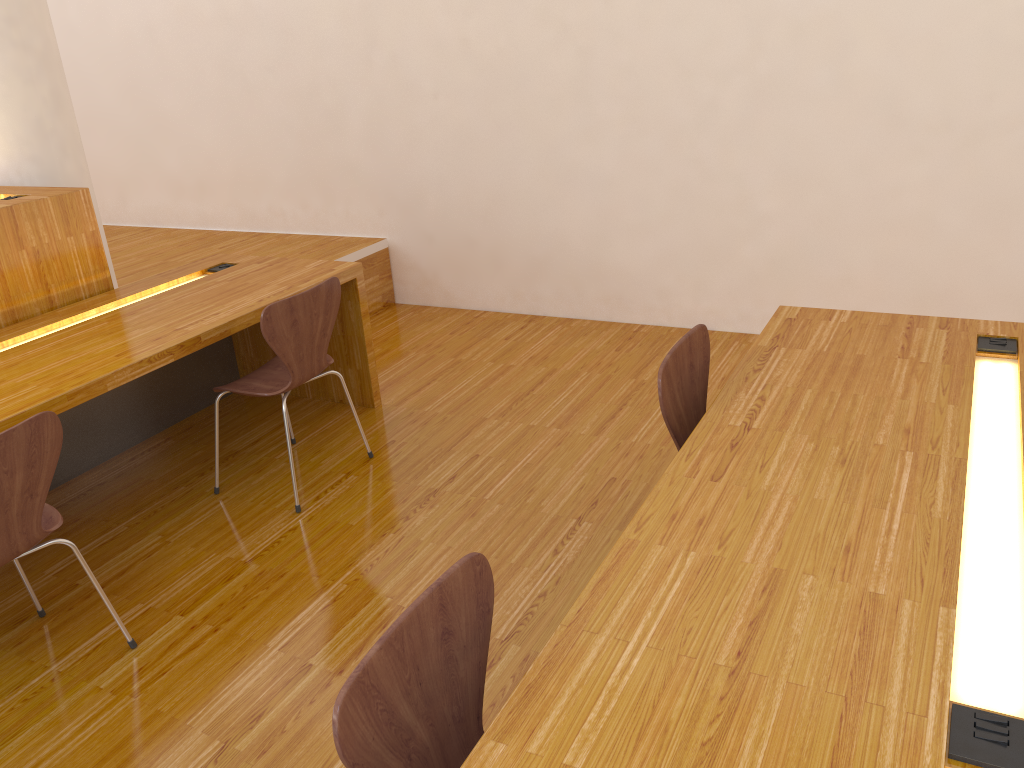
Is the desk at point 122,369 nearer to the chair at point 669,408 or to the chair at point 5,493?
the chair at point 5,493

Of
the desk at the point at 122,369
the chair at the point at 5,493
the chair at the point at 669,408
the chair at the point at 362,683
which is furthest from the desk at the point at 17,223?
the chair at the point at 362,683

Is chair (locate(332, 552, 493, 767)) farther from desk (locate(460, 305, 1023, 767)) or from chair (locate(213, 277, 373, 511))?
chair (locate(213, 277, 373, 511))

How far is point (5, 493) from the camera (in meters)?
1.95

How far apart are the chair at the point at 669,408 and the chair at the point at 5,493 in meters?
1.4

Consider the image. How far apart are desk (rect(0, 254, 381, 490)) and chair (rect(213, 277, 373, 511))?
0.2 meters

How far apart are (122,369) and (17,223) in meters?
0.9

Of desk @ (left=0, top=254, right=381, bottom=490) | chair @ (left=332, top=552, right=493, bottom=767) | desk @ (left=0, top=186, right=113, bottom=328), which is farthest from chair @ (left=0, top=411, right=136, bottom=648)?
chair @ (left=332, top=552, right=493, bottom=767)

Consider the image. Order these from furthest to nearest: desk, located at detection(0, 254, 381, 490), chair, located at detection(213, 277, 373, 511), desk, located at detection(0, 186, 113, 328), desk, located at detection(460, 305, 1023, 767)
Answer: desk, located at detection(0, 186, 113, 328) → chair, located at detection(213, 277, 373, 511) → desk, located at detection(0, 254, 381, 490) → desk, located at detection(460, 305, 1023, 767)

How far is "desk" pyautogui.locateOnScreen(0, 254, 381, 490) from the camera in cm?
252
